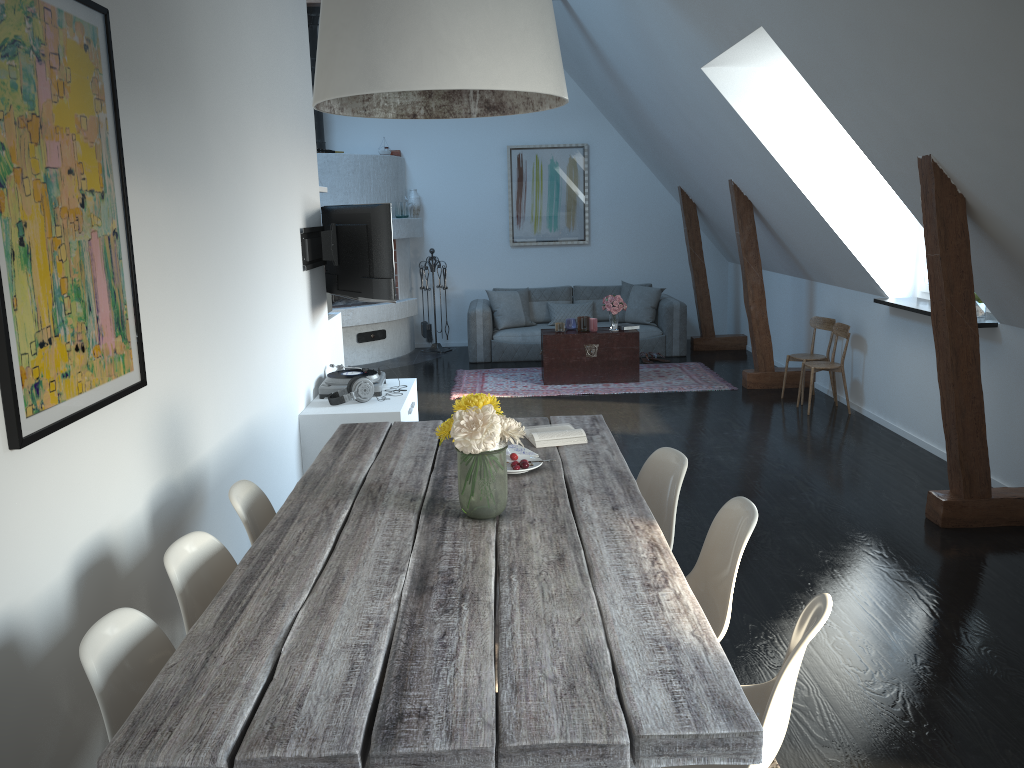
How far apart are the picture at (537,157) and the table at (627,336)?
2.55m

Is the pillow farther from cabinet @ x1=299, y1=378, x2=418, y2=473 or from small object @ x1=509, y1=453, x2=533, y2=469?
small object @ x1=509, y1=453, x2=533, y2=469

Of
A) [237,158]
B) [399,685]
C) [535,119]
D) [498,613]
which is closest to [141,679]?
[399,685]

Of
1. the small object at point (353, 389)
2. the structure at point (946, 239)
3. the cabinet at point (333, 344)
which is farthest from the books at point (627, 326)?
the small object at point (353, 389)

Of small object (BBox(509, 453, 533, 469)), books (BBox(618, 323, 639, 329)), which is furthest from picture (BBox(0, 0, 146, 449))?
books (BBox(618, 323, 639, 329))

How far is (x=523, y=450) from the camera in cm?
328

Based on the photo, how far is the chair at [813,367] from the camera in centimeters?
696cm

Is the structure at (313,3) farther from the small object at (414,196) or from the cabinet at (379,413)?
the cabinet at (379,413)

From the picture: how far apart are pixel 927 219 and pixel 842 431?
2.5m

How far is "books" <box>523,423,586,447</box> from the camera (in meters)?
3.35
